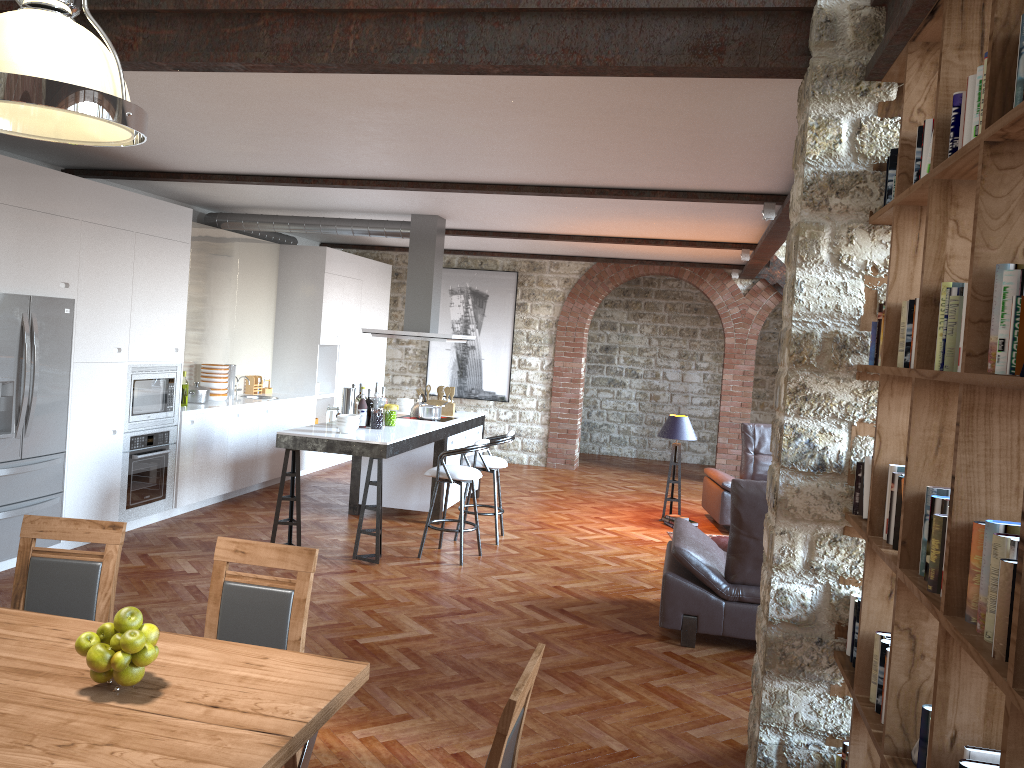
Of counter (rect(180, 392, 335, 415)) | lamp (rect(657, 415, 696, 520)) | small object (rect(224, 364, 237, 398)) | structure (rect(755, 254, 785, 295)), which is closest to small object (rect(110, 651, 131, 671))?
counter (rect(180, 392, 335, 415))

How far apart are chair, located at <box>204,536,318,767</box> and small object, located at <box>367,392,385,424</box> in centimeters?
460cm

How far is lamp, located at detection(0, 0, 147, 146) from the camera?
2.2m

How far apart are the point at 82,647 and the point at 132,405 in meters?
5.1 m

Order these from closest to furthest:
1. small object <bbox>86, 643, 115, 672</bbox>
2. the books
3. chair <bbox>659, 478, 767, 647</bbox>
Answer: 1. the books
2. small object <bbox>86, 643, 115, 672</bbox>
3. chair <bbox>659, 478, 767, 647</bbox>

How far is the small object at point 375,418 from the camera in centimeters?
749cm

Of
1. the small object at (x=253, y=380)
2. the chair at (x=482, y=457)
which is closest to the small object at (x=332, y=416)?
the chair at (x=482, y=457)

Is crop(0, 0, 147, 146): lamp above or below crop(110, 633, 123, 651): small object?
above

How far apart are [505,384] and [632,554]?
5.18m

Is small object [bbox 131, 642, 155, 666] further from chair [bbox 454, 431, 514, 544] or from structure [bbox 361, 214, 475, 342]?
structure [bbox 361, 214, 475, 342]
